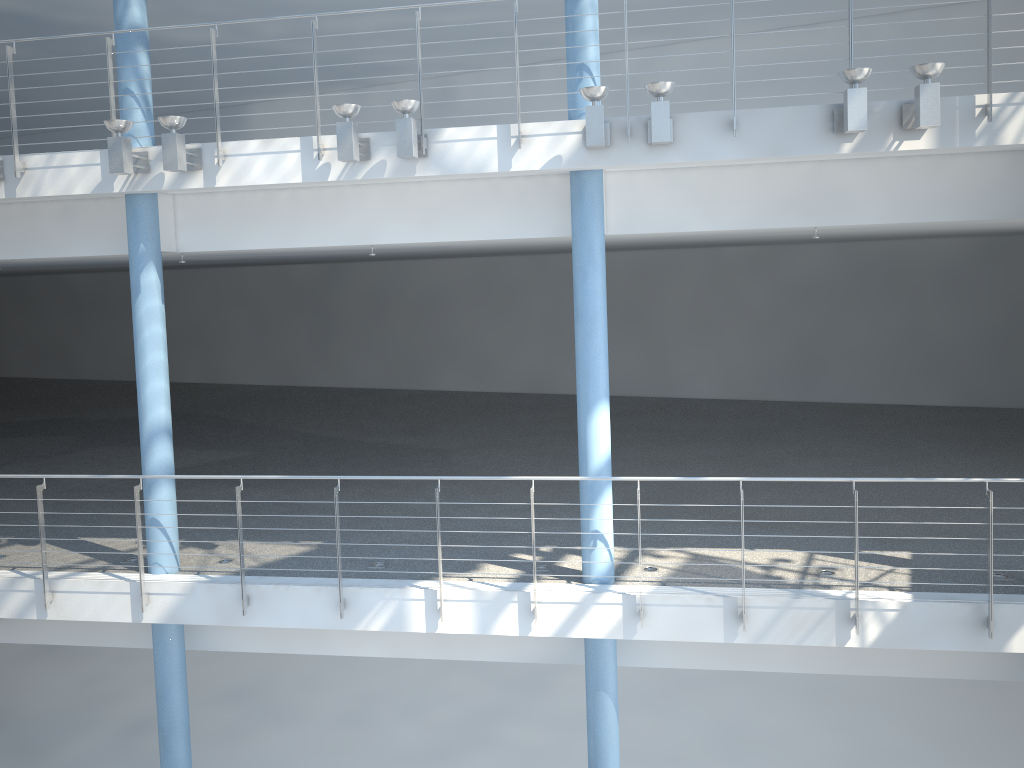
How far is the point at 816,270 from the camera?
2.15m
